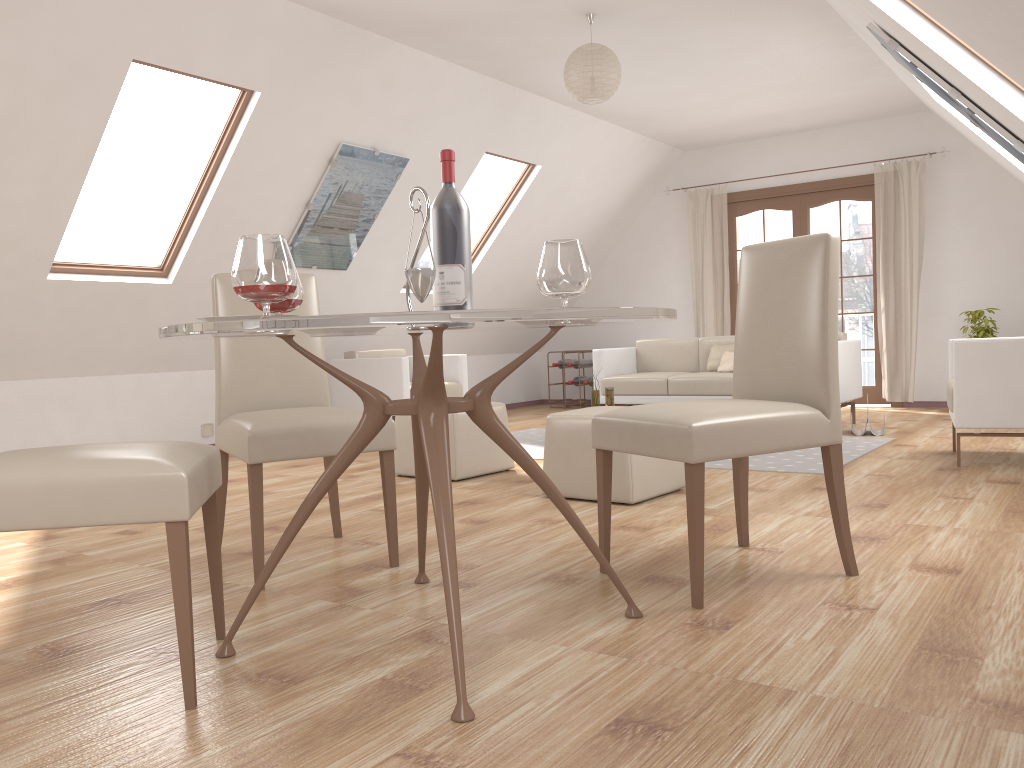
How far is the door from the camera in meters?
8.1

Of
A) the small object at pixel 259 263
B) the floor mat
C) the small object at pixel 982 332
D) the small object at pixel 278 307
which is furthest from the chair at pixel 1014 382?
the small object at pixel 259 263

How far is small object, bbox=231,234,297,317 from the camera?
1.8m

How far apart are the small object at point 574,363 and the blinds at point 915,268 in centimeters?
294cm

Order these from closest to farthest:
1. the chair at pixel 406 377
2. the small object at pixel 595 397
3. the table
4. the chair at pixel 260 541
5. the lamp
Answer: the table, the chair at pixel 260 541, the lamp, the small object at pixel 595 397, the chair at pixel 406 377

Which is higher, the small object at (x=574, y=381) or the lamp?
the lamp

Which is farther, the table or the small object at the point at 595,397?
the small object at the point at 595,397

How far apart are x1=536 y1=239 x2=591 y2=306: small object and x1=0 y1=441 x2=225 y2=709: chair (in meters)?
0.88

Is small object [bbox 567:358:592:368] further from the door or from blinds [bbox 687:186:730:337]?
the door

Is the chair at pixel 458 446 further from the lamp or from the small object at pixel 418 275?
the small object at pixel 418 275
